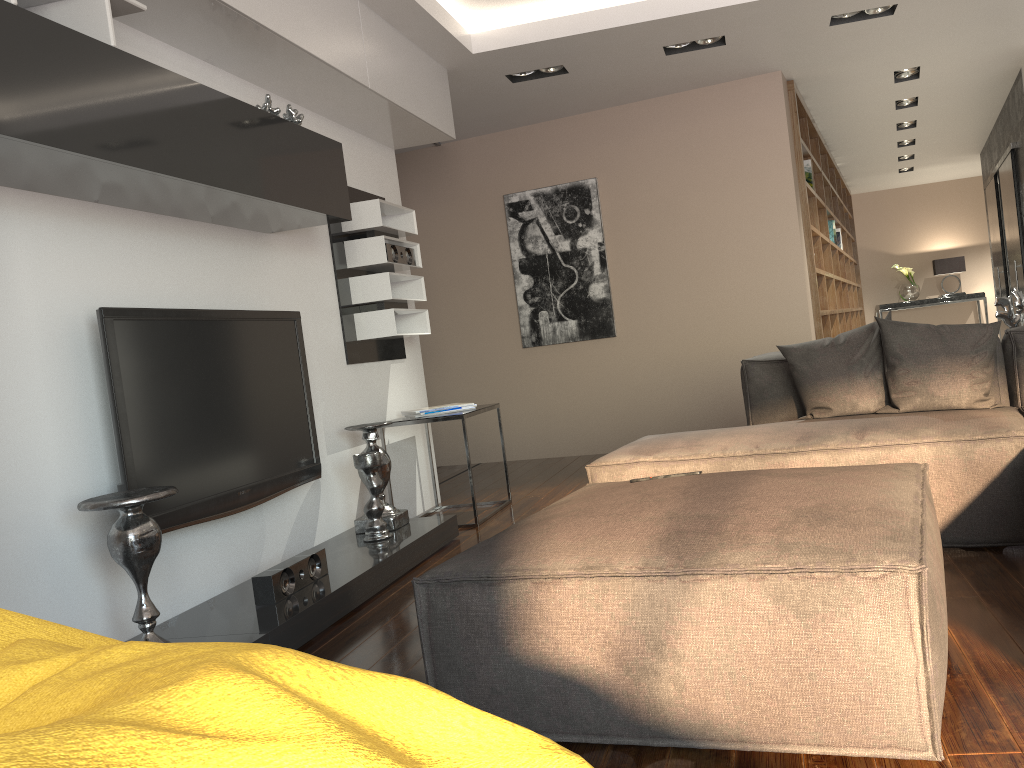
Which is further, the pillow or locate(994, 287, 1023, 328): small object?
locate(994, 287, 1023, 328): small object

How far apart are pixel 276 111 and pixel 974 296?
10.7 meters

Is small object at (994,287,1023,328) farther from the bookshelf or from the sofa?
the bookshelf

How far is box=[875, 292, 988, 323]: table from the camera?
11.62m

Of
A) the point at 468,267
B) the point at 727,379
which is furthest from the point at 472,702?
the point at 468,267

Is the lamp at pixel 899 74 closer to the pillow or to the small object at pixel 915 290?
the pillow

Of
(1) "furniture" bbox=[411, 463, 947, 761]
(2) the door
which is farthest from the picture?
(1) "furniture" bbox=[411, 463, 947, 761]

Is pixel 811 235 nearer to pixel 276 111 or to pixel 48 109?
pixel 276 111

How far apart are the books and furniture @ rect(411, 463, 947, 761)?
5.0 meters

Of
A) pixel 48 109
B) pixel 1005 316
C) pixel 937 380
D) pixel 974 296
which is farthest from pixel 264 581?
pixel 974 296
